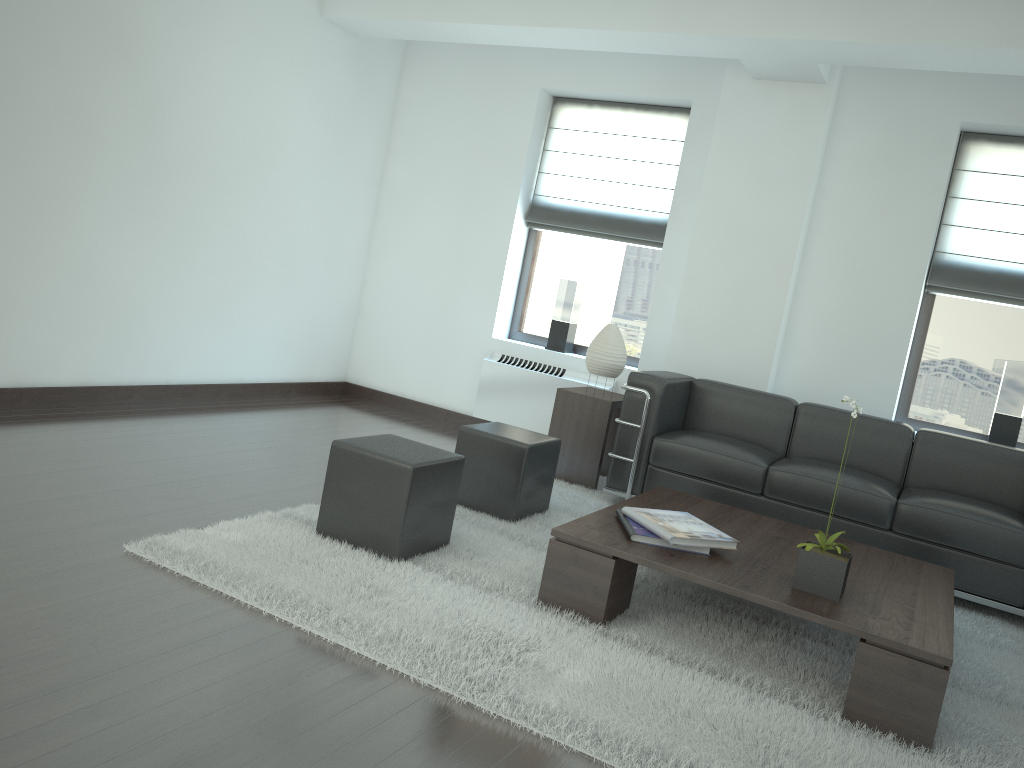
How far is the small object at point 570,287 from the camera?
9.39m

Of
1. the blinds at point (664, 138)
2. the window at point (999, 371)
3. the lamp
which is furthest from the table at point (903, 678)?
the blinds at point (664, 138)

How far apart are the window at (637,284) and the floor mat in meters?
2.1

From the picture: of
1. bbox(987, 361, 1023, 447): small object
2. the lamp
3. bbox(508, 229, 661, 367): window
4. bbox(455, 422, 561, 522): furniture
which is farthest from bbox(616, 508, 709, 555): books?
bbox(508, 229, 661, 367): window

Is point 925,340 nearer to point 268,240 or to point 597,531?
point 597,531

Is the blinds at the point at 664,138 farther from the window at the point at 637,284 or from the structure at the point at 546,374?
the structure at the point at 546,374

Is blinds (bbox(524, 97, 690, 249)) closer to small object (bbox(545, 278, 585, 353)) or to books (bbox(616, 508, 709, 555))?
small object (bbox(545, 278, 585, 353))

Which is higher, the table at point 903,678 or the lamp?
the lamp

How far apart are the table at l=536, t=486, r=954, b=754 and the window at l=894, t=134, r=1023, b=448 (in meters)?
2.93

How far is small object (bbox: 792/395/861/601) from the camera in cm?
437
